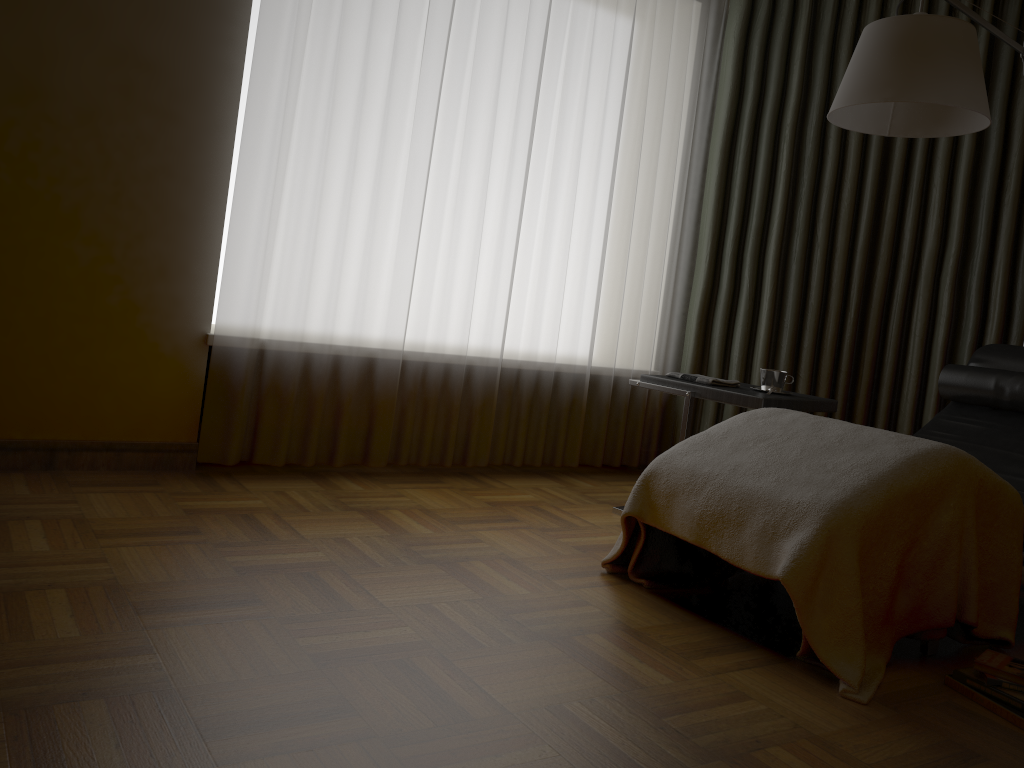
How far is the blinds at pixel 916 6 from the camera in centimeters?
383cm

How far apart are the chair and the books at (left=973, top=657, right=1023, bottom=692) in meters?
0.3 m

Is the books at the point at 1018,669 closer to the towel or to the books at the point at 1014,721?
the books at the point at 1014,721

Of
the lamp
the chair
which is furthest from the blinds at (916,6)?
the lamp

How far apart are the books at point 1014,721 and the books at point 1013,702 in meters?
0.0

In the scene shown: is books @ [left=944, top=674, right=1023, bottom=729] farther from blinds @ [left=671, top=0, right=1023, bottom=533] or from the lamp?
blinds @ [left=671, top=0, right=1023, bottom=533]

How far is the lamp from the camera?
2.4 meters

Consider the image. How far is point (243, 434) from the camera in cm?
309

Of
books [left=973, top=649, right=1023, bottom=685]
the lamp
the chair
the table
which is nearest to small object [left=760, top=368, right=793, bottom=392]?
the table

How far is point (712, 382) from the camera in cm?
311
